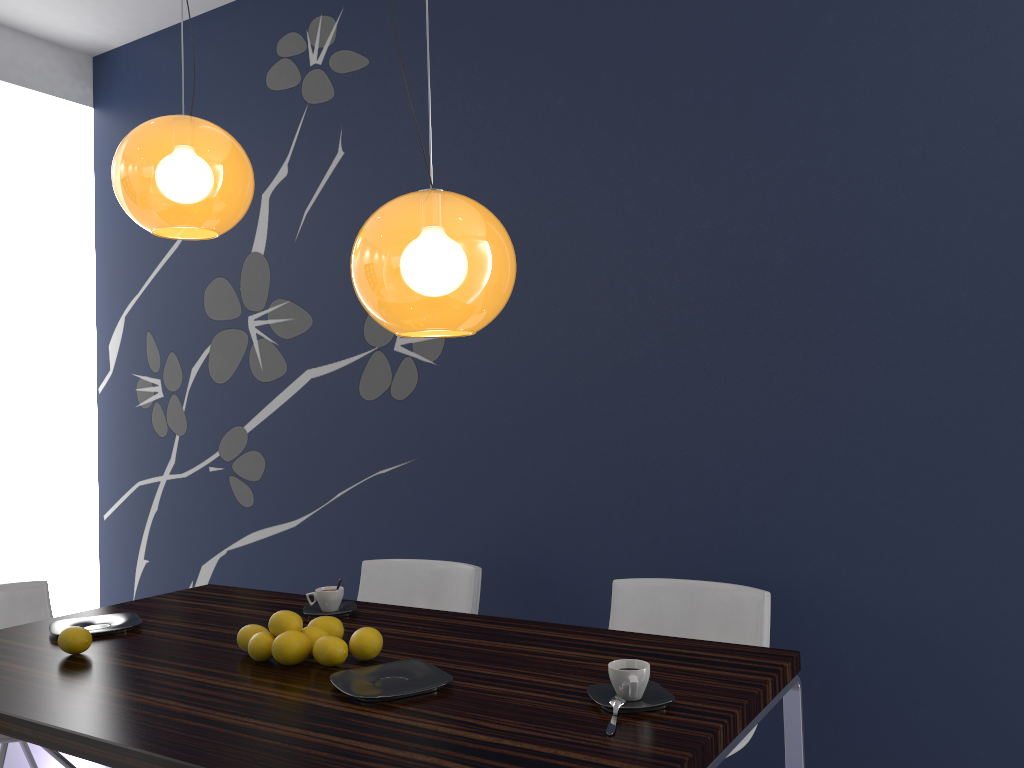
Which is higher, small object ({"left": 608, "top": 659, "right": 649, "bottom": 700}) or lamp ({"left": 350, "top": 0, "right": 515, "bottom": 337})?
lamp ({"left": 350, "top": 0, "right": 515, "bottom": 337})

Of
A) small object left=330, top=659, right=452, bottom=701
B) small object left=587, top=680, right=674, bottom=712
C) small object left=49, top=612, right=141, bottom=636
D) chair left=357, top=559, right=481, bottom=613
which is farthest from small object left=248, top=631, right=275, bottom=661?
chair left=357, top=559, right=481, bottom=613

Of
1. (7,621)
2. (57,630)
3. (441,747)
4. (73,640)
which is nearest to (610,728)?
(441,747)

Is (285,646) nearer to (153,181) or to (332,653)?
(332,653)

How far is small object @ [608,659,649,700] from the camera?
1.7 meters

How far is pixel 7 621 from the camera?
3.1m

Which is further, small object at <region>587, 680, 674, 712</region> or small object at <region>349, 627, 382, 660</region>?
small object at <region>349, 627, 382, 660</region>

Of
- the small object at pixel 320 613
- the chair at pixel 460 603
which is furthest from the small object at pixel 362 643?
the chair at pixel 460 603

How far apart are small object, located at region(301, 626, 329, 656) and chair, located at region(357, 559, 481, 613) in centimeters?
111cm

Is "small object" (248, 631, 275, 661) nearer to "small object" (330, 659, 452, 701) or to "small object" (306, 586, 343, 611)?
"small object" (330, 659, 452, 701)
